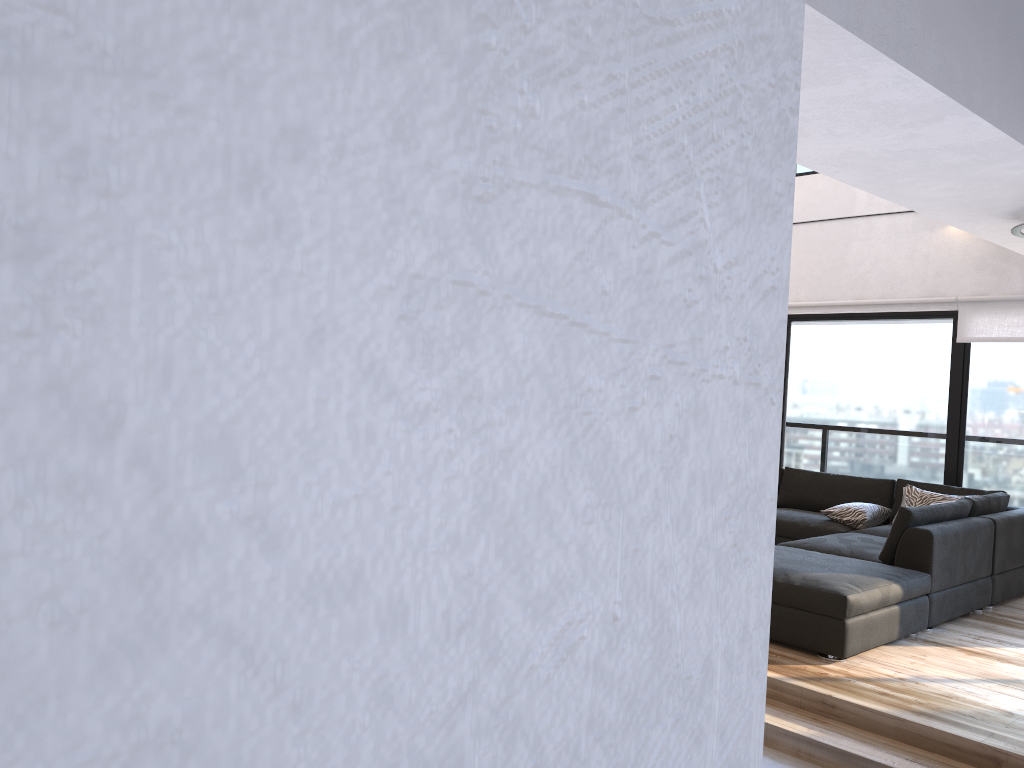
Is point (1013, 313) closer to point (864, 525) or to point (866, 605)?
point (864, 525)

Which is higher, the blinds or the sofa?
the blinds

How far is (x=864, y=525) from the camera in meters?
6.5

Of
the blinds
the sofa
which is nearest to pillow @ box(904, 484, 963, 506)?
the sofa

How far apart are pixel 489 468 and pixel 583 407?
0.0 meters

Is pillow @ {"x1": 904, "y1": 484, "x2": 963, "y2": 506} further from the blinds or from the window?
the blinds

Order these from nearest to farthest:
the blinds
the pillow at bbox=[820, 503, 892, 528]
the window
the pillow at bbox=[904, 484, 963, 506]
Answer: the pillow at bbox=[904, 484, 963, 506] < the pillow at bbox=[820, 503, 892, 528] < the blinds < the window

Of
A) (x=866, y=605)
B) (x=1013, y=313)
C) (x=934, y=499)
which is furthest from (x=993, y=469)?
(x=866, y=605)

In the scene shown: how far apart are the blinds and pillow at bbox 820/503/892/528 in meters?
1.5 m

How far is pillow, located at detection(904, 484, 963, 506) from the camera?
6.3 meters
